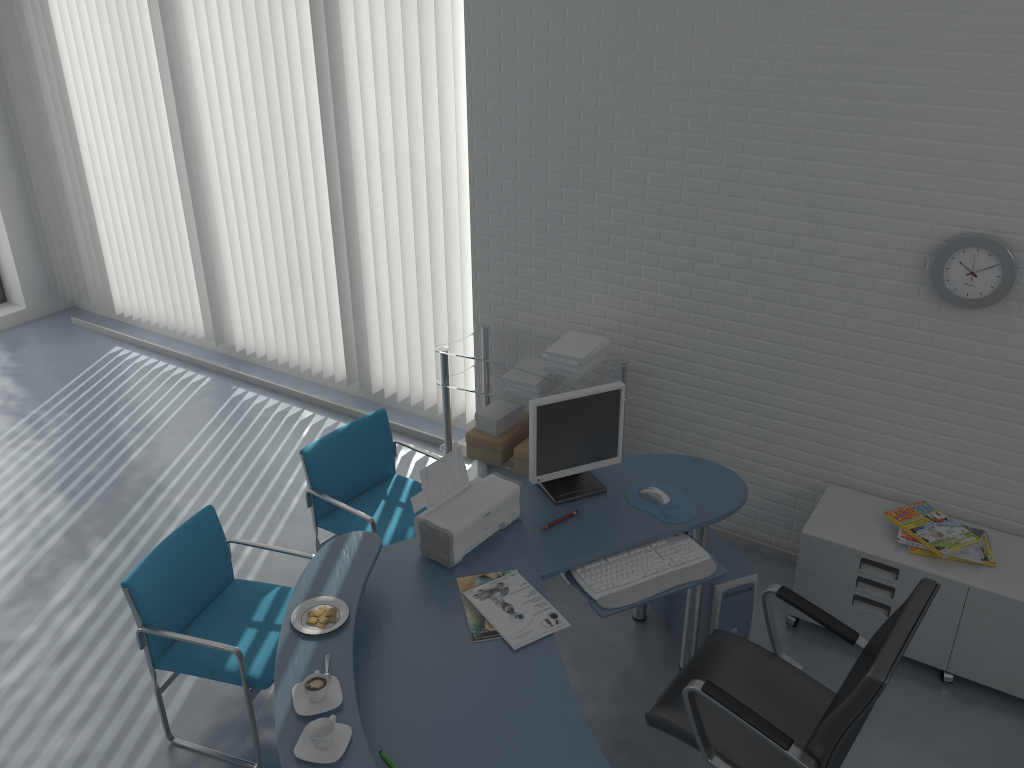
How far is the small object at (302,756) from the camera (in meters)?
2.04

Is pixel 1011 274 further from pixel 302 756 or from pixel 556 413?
pixel 302 756

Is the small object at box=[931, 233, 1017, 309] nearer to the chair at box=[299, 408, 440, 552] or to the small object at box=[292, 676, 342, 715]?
the chair at box=[299, 408, 440, 552]

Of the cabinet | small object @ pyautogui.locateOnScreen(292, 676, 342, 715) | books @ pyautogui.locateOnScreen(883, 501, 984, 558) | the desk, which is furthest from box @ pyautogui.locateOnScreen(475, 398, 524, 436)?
small object @ pyautogui.locateOnScreen(292, 676, 342, 715)

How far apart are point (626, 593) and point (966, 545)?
1.4m

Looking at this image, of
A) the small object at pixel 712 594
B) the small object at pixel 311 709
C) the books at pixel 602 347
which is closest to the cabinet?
the small object at pixel 712 594

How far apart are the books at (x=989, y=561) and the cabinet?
0.0 meters

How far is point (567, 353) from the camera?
3.97m

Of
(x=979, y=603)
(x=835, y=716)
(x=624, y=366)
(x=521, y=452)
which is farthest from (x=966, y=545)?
(x=521, y=452)

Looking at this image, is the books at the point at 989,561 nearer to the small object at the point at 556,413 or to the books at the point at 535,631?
the small object at the point at 556,413
